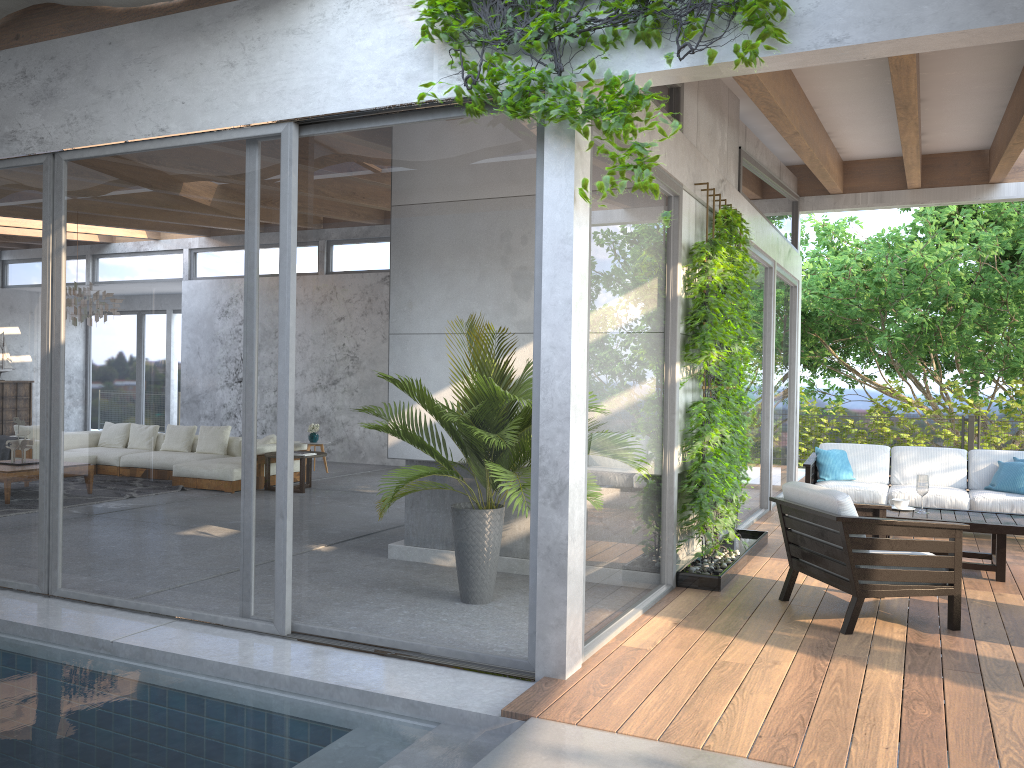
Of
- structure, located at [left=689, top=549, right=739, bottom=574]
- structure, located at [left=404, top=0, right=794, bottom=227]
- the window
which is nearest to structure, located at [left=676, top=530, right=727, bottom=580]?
structure, located at [left=689, top=549, right=739, bottom=574]

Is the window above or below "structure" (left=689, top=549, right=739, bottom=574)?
above

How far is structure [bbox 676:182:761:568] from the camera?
5.9 meters

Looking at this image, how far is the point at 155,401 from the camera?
5.1m

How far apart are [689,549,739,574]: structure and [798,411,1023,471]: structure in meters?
8.8 m

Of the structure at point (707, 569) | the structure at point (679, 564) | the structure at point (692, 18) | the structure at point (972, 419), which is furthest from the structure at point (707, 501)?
the structure at point (972, 419)

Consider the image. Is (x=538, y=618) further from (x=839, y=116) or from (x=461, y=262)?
(x=839, y=116)

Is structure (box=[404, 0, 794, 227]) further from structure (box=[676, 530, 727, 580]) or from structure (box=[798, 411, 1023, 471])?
structure (box=[798, 411, 1023, 471])

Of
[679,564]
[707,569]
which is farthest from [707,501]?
[679,564]

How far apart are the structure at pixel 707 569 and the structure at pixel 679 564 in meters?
0.1 m
